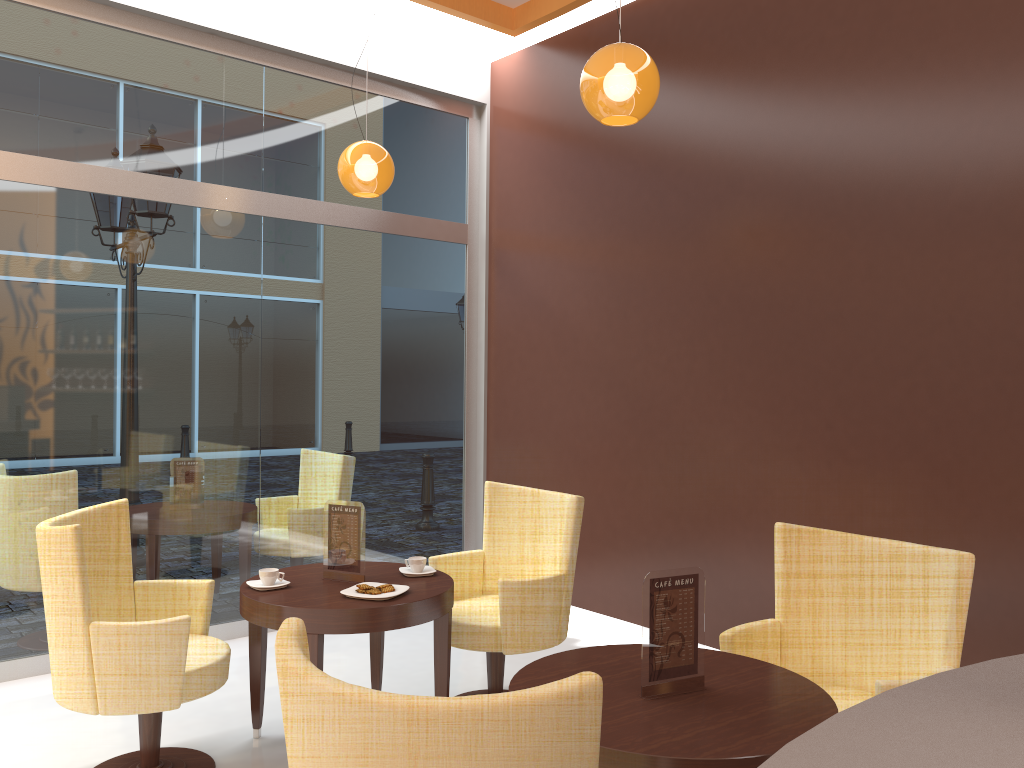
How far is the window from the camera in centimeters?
451cm

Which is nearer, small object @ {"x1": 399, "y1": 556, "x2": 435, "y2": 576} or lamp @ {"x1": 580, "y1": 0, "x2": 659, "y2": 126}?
lamp @ {"x1": 580, "y1": 0, "x2": 659, "y2": 126}

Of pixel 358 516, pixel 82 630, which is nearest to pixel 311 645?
pixel 358 516

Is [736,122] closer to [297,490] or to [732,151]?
[732,151]

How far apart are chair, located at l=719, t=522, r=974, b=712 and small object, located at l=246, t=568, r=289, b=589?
1.7m

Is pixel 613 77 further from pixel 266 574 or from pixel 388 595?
pixel 266 574

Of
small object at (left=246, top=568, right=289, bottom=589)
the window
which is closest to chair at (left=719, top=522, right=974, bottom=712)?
small object at (left=246, top=568, right=289, bottom=589)

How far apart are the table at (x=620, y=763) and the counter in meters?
0.8 m

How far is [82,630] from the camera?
3.0m

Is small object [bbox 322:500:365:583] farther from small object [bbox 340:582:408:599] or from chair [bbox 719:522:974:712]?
chair [bbox 719:522:974:712]
